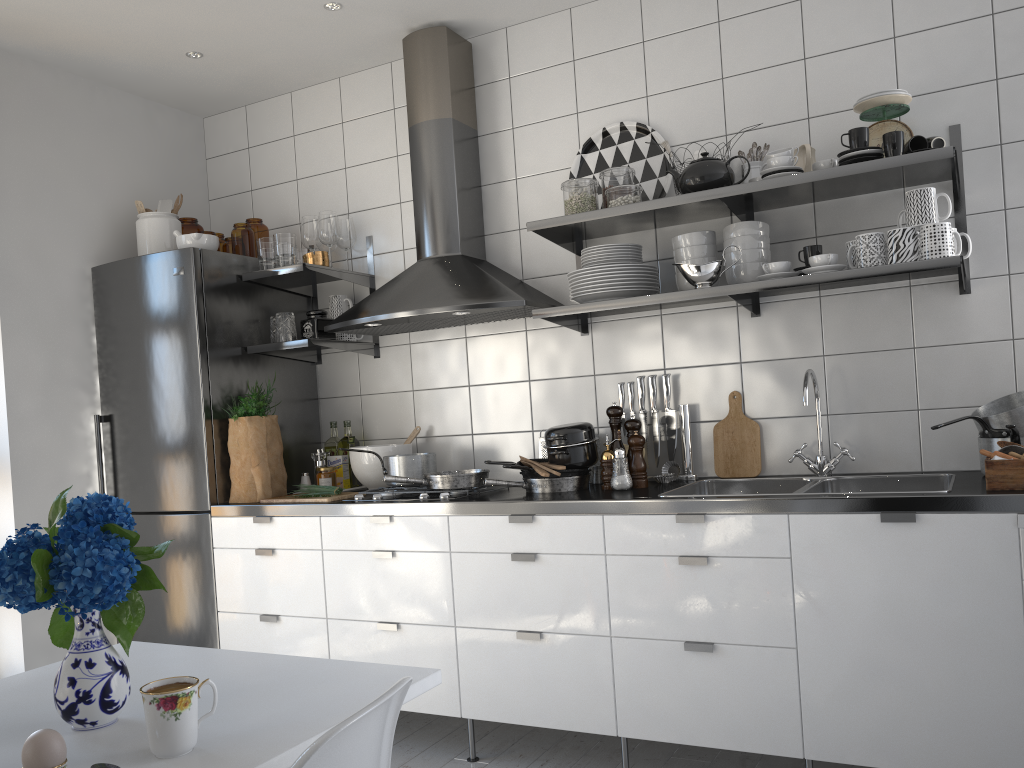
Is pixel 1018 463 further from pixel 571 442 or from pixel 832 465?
pixel 571 442

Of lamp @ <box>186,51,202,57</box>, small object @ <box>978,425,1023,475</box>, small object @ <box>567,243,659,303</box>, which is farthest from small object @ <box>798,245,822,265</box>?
lamp @ <box>186,51,202,57</box>

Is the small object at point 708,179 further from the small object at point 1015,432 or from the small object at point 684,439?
the small object at point 1015,432

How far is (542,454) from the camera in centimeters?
320cm

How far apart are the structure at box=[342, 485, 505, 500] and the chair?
1.79m

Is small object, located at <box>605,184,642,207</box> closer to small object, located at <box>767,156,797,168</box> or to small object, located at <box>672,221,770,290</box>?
small object, located at <box>672,221,770,290</box>

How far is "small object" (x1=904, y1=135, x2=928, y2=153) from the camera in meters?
2.4 m

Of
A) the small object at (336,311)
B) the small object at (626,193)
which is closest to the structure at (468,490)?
the small object at (336,311)

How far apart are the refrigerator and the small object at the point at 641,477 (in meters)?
1.55

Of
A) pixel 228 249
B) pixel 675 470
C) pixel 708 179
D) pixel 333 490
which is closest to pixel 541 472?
pixel 675 470
